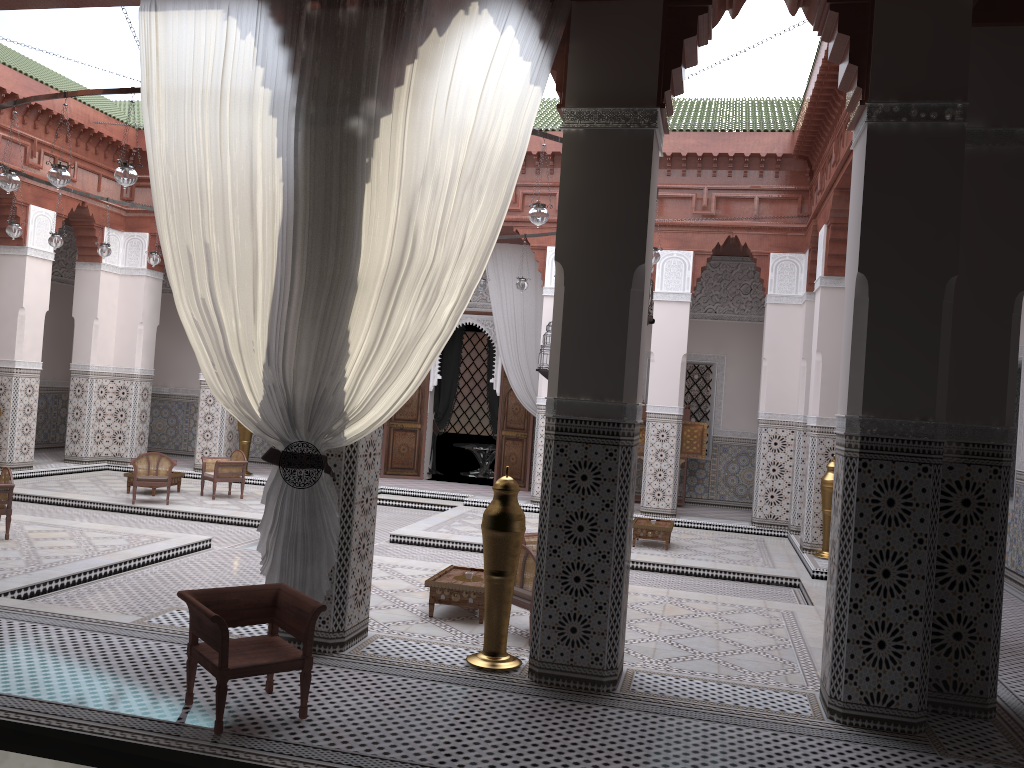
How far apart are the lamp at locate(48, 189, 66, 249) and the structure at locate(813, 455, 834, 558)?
4.42m

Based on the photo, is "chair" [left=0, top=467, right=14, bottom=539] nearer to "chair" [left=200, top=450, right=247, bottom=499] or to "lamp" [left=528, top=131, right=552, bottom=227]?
"chair" [left=200, top=450, right=247, bottom=499]

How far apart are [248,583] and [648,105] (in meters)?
2.52

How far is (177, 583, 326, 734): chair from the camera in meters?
1.8 m

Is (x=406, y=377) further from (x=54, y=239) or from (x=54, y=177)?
(x=54, y=239)

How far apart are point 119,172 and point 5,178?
0.6 meters

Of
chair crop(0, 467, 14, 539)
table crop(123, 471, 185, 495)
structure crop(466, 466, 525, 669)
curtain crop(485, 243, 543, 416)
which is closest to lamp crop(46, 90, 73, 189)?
chair crop(0, 467, 14, 539)

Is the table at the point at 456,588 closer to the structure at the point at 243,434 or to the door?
the door

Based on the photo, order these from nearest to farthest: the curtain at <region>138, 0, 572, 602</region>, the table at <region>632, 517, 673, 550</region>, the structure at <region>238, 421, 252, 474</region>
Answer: the curtain at <region>138, 0, 572, 602</region>
the table at <region>632, 517, 673, 550</region>
the structure at <region>238, 421, 252, 474</region>

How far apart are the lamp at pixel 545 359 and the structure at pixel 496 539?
3.5m
